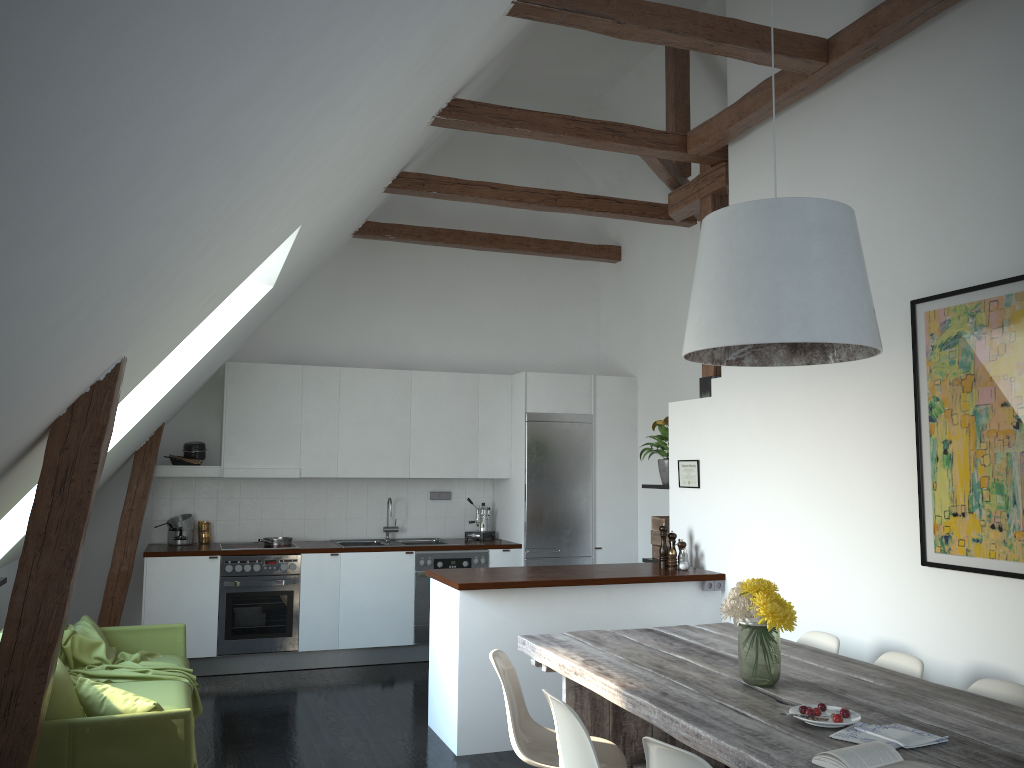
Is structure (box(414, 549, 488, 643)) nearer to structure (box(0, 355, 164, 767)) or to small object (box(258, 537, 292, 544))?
small object (box(258, 537, 292, 544))

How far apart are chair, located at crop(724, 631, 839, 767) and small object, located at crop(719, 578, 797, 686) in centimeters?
91cm

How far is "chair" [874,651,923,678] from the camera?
3.47m

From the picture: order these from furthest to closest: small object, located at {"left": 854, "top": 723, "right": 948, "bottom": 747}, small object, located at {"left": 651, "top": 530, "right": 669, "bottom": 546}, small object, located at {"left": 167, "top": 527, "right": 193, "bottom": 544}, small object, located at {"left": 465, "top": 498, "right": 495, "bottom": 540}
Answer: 1. small object, located at {"left": 465, "top": 498, "right": 495, "bottom": 540}
2. small object, located at {"left": 167, "top": 527, "right": 193, "bottom": 544}
3. small object, located at {"left": 651, "top": 530, "right": 669, "bottom": 546}
4. small object, located at {"left": 854, "top": 723, "right": 948, "bottom": 747}

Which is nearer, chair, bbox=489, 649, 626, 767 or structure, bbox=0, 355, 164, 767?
structure, bbox=0, 355, 164, 767

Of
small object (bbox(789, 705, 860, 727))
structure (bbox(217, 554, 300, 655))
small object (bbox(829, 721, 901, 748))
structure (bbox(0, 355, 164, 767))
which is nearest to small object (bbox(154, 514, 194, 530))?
structure (bbox(0, 355, 164, 767))

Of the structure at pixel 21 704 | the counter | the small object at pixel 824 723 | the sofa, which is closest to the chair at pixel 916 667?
the small object at pixel 824 723

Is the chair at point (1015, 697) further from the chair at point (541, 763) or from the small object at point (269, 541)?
the small object at point (269, 541)

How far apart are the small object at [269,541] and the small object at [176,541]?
0.6 meters

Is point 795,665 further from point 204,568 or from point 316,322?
point 316,322
